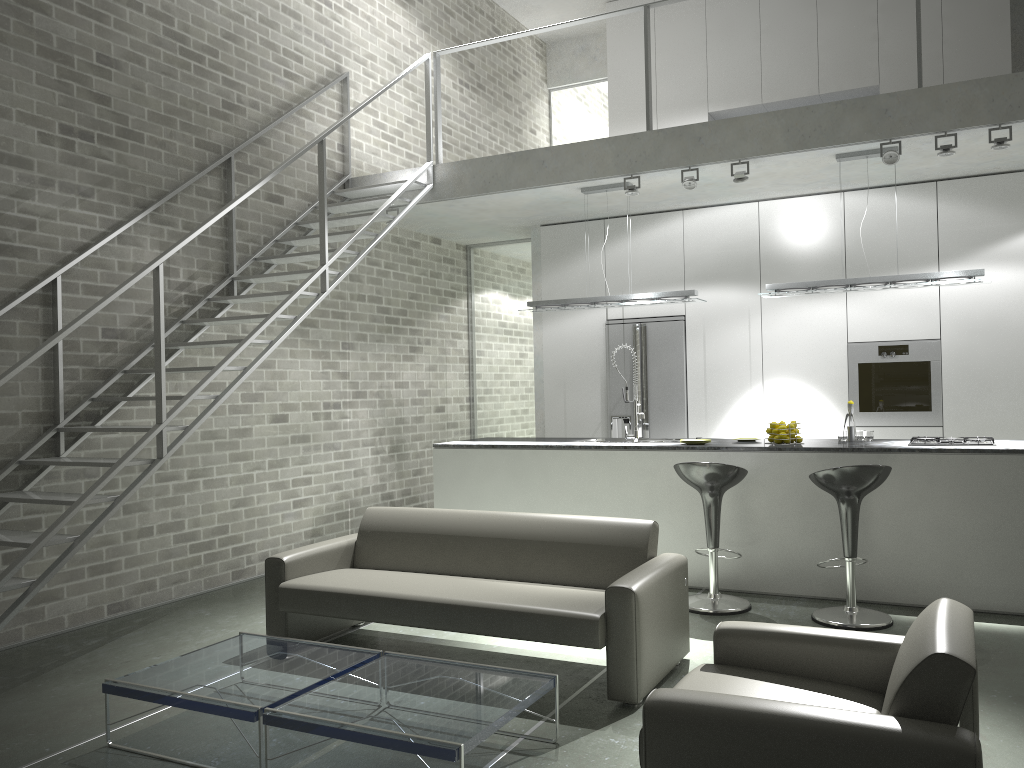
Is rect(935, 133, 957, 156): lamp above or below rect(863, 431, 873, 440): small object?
above

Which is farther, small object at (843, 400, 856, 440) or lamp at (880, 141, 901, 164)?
small object at (843, 400, 856, 440)

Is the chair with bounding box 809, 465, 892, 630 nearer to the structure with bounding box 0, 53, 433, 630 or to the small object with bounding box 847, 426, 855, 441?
the small object with bounding box 847, 426, 855, 441

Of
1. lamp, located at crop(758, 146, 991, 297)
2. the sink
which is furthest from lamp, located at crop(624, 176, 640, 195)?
the sink

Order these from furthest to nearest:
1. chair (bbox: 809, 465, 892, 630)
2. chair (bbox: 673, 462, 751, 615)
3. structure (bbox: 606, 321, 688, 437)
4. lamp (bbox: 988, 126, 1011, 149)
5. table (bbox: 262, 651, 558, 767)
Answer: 1. structure (bbox: 606, 321, 688, 437)
2. lamp (bbox: 988, 126, 1011, 149)
3. chair (bbox: 673, 462, 751, 615)
4. chair (bbox: 809, 465, 892, 630)
5. table (bbox: 262, 651, 558, 767)

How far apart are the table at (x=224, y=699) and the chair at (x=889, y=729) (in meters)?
1.43

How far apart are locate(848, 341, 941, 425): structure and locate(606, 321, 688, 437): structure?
1.4m

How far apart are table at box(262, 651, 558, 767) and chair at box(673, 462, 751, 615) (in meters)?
2.17

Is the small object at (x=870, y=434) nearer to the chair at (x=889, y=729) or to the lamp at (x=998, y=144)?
the lamp at (x=998, y=144)

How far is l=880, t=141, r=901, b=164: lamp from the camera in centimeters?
584cm
